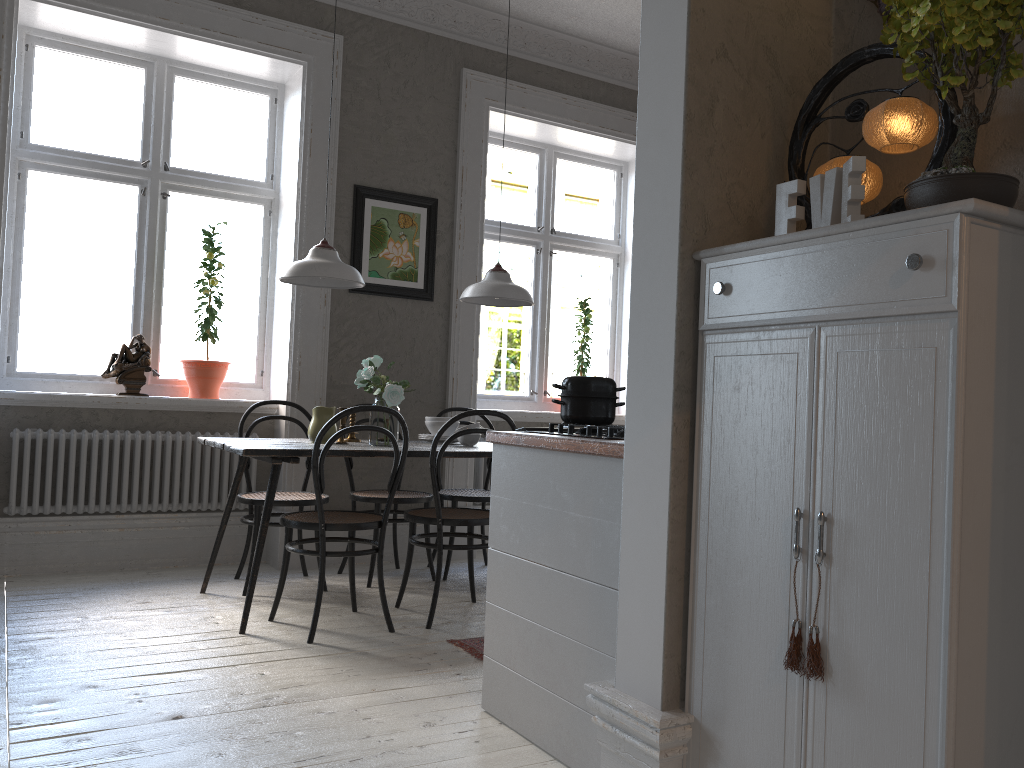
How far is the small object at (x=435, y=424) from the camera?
4.48m

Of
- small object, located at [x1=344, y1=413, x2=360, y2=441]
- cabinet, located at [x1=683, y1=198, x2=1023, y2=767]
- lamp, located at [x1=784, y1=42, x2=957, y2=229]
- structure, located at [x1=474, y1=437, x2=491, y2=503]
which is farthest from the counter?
structure, located at [x1=474, y1=437, x2=491, y2=503]

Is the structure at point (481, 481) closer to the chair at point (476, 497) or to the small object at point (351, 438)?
the chair at point (476, 497)

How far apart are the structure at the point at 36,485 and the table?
0.64m

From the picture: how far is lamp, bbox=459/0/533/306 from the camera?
4.3m

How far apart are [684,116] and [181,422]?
3.7m

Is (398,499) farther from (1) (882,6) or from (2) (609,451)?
(1) (882,6)

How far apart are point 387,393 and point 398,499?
0.8m

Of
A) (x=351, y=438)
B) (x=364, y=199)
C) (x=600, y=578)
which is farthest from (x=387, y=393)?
(x=600, y=578)

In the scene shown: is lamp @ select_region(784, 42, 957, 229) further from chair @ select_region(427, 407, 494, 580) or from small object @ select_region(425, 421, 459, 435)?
chair @ select_region(427, 407, 494, 580)
